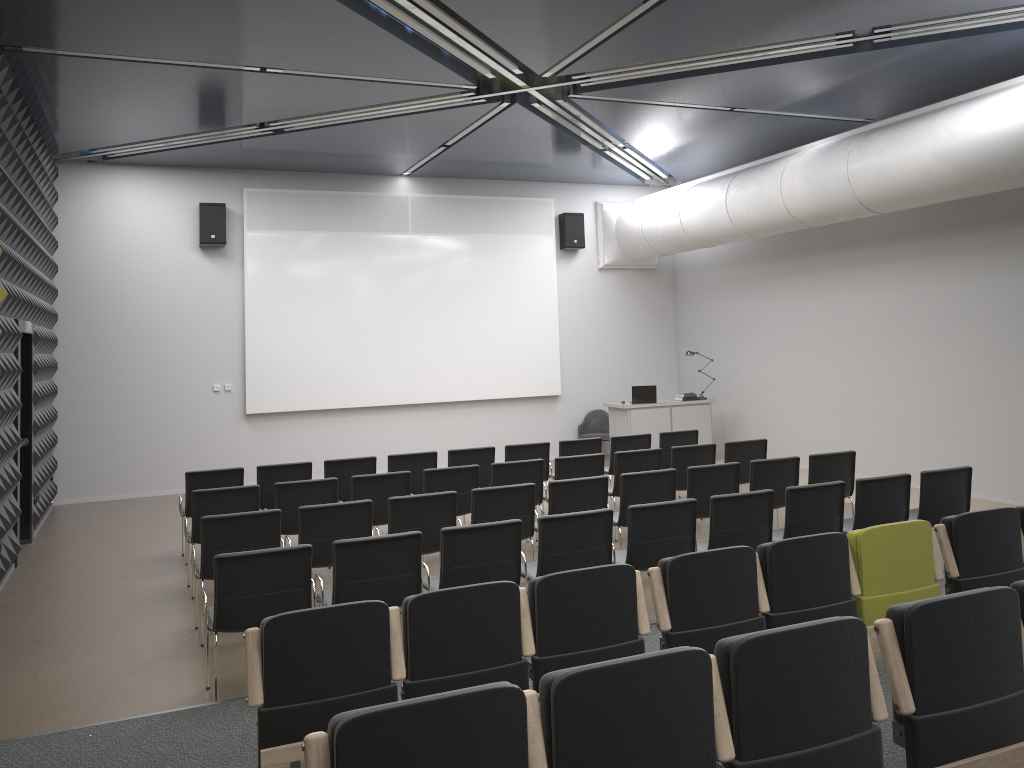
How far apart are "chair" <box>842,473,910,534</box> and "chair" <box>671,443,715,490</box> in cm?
214

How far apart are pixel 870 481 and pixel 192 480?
6.26m

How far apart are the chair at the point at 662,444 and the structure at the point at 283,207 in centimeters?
464cm

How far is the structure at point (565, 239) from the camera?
15.2 meters

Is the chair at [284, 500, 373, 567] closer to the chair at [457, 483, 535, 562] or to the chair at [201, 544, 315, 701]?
the chair at [457, 483, 535, 562]

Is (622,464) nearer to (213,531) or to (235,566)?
(213,531)

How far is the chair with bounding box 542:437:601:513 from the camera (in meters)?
10.28

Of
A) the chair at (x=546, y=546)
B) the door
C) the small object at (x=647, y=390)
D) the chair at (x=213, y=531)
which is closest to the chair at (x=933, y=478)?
the chair at (x=546, y=546)

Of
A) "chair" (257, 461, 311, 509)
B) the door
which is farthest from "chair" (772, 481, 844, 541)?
the door

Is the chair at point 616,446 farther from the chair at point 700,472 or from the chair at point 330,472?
the chair at point 330,472
